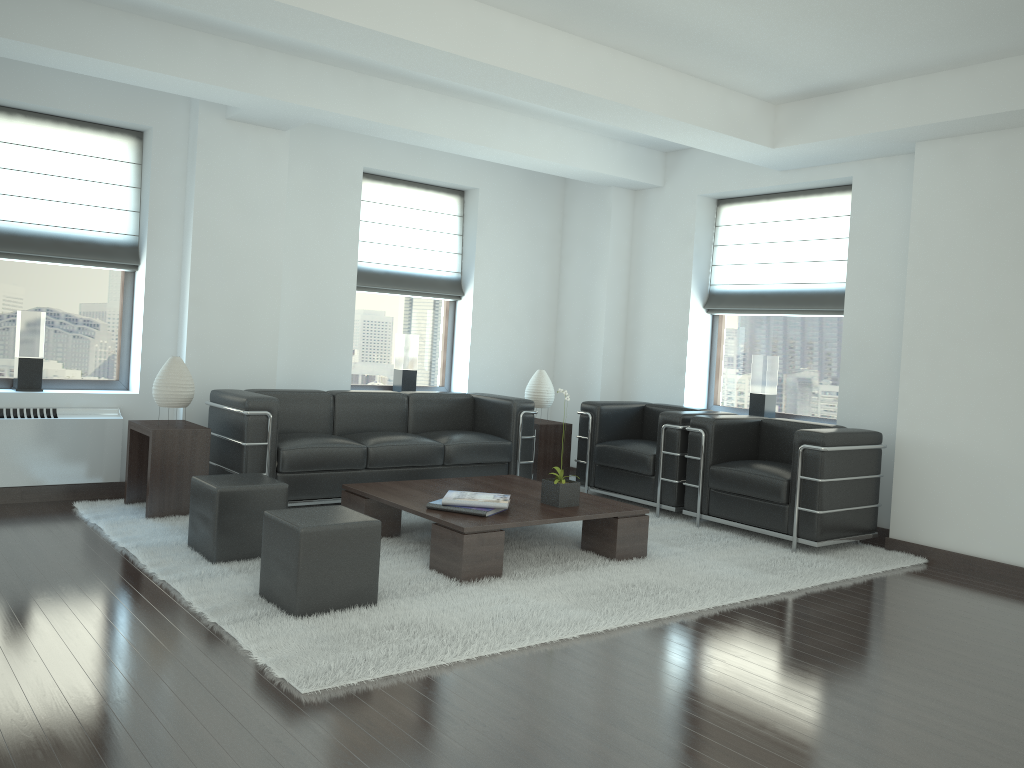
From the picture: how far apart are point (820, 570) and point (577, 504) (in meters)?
2.15

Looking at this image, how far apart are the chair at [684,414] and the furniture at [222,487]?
4.2m

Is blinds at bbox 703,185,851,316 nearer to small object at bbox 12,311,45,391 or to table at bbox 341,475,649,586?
table at bbox 341,475,649,586

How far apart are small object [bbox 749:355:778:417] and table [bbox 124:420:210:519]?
6.09m

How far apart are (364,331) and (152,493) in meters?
3.8

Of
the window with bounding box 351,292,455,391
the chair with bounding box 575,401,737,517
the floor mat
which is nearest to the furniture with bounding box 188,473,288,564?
the floor mat

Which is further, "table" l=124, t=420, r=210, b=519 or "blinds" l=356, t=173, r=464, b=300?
"blinds" l=356, t=173, r=464, b=300

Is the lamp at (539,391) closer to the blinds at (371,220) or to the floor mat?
the blinds at (371,220)

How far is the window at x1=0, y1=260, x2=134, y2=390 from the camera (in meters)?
8.74

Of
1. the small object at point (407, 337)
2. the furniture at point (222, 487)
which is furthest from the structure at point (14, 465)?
the small object at point (407, 337)
